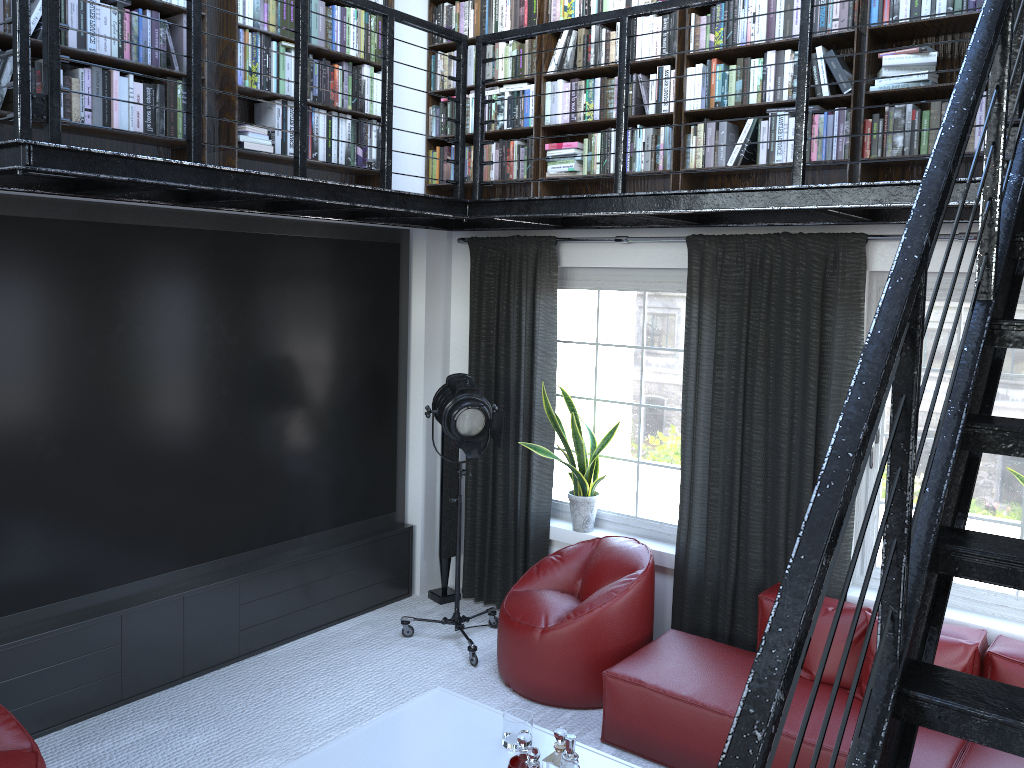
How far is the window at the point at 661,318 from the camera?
5.2 meters

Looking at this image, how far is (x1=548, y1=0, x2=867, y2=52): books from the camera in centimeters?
405cm

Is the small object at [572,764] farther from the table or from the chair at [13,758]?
the chair at [13,758]

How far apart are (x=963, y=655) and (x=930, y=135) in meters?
2.2 m

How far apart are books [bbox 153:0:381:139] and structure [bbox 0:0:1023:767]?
Result: 0.3m

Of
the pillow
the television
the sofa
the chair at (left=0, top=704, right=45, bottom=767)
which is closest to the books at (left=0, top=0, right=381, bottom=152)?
the television

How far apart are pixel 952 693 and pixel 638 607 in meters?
3.3 m

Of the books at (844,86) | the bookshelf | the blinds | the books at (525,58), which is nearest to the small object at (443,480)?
the blinds

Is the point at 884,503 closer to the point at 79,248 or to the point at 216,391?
the point at 216,391

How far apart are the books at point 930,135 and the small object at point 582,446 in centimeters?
131cm
